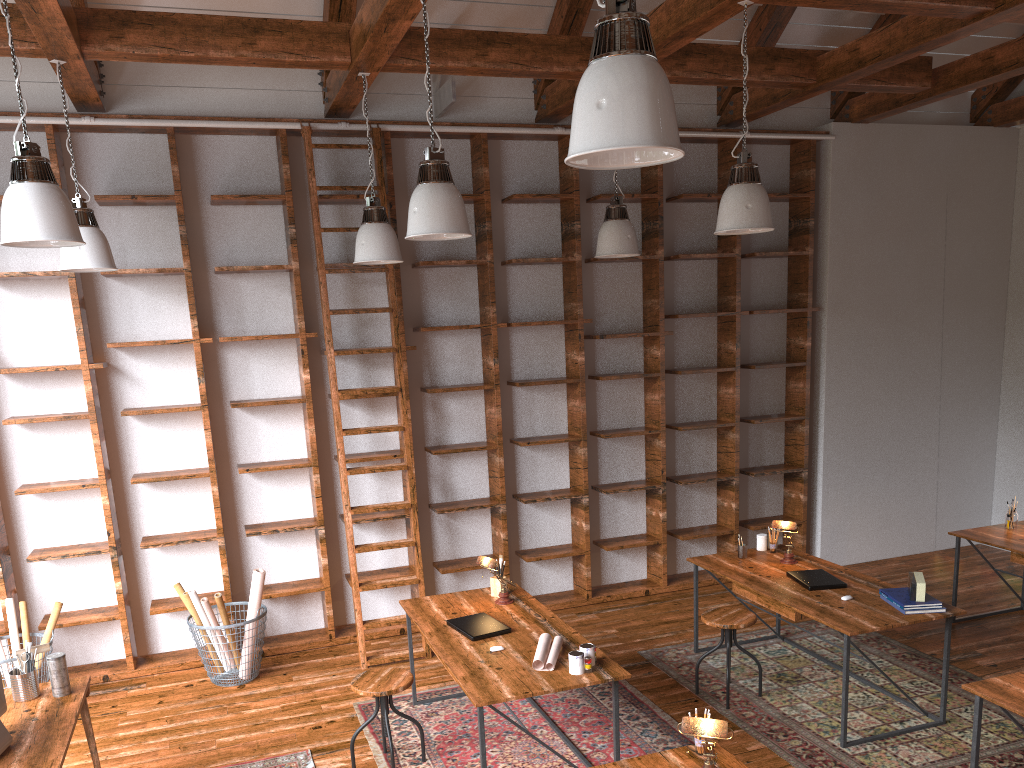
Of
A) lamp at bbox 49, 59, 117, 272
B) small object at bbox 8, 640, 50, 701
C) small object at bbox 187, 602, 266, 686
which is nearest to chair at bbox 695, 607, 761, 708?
small object at bbox 187, 602, 266, 686

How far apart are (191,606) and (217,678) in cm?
48

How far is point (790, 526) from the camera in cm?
528

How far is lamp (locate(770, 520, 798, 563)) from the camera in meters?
5.3

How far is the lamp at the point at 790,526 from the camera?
5.3m

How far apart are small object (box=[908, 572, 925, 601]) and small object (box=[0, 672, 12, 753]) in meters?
4.1 m

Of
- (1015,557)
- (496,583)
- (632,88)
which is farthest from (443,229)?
(1015,557)

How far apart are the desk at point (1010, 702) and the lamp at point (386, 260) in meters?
3.6 m

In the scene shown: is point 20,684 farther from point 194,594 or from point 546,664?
point 546,664

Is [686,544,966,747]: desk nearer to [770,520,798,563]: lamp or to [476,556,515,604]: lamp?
[770,520,798,563]: lamp
